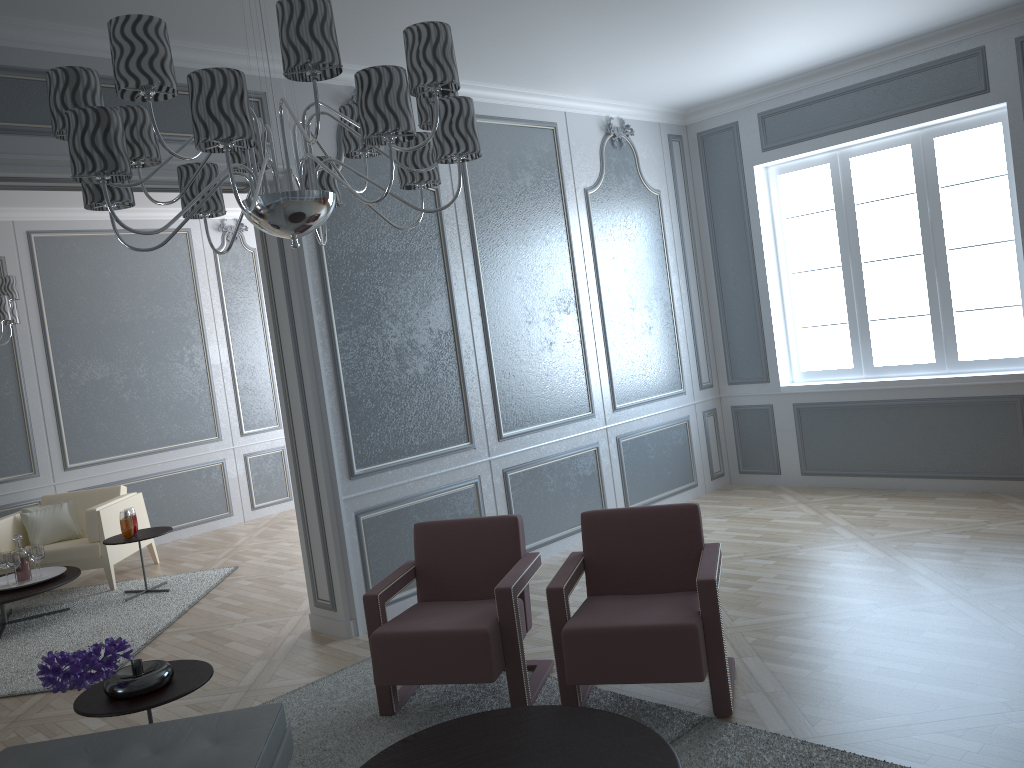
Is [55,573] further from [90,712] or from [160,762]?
[160,762]

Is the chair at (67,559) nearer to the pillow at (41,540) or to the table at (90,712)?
the pillow at (41,540)

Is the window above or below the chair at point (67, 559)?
above

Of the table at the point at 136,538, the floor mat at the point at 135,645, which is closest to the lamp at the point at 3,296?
the table at the point at 136,538

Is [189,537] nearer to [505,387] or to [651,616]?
[505,387]

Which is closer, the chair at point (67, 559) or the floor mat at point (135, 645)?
the floor mat at point (135, 645)

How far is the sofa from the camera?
2.3m

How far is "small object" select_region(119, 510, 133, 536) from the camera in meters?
5.6 m

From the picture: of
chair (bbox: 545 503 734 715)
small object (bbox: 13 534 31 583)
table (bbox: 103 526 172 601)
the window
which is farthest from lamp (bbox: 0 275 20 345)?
the window

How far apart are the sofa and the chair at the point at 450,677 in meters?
0.6 m
